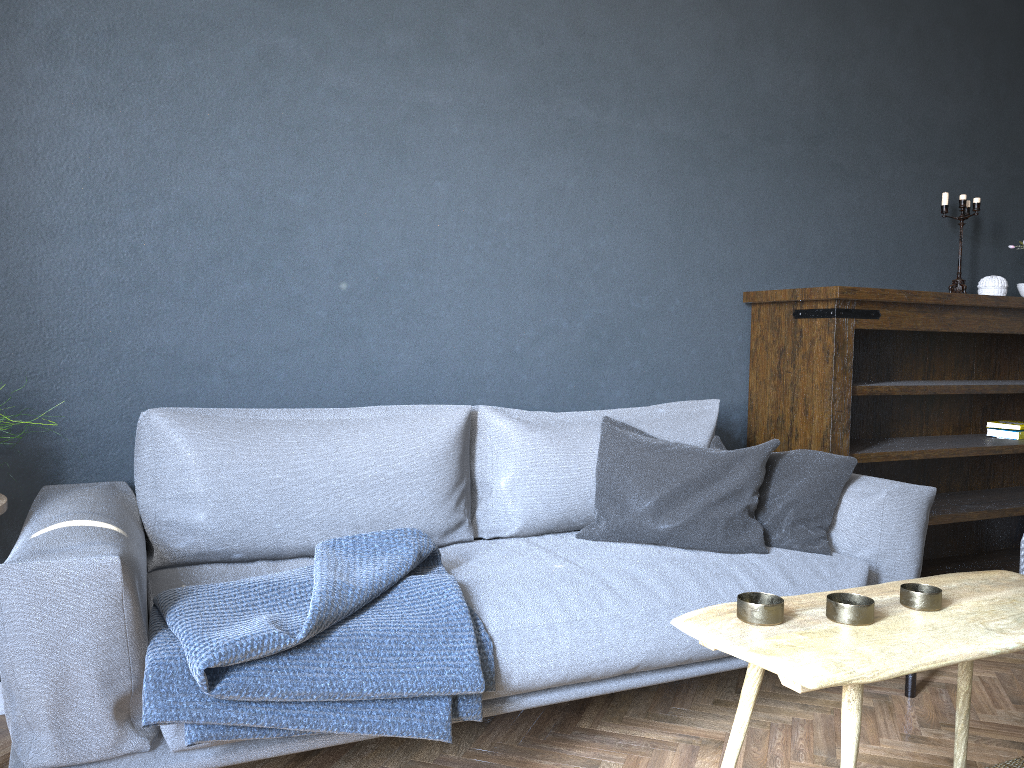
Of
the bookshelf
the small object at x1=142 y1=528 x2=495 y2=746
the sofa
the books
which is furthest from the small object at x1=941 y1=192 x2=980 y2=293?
the small object at x1=142 y1=528 x2=495 y2=746

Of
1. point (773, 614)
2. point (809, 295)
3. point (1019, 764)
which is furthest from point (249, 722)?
point (809, 295)

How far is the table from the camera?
1.2m

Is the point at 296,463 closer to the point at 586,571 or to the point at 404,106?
the point at 586,571

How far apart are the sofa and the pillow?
0.02m

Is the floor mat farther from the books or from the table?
the books

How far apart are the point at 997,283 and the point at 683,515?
2.0 meters

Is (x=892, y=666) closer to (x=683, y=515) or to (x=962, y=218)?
(x=683, y=515)

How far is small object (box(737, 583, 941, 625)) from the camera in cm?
134

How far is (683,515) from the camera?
2.4 meters
